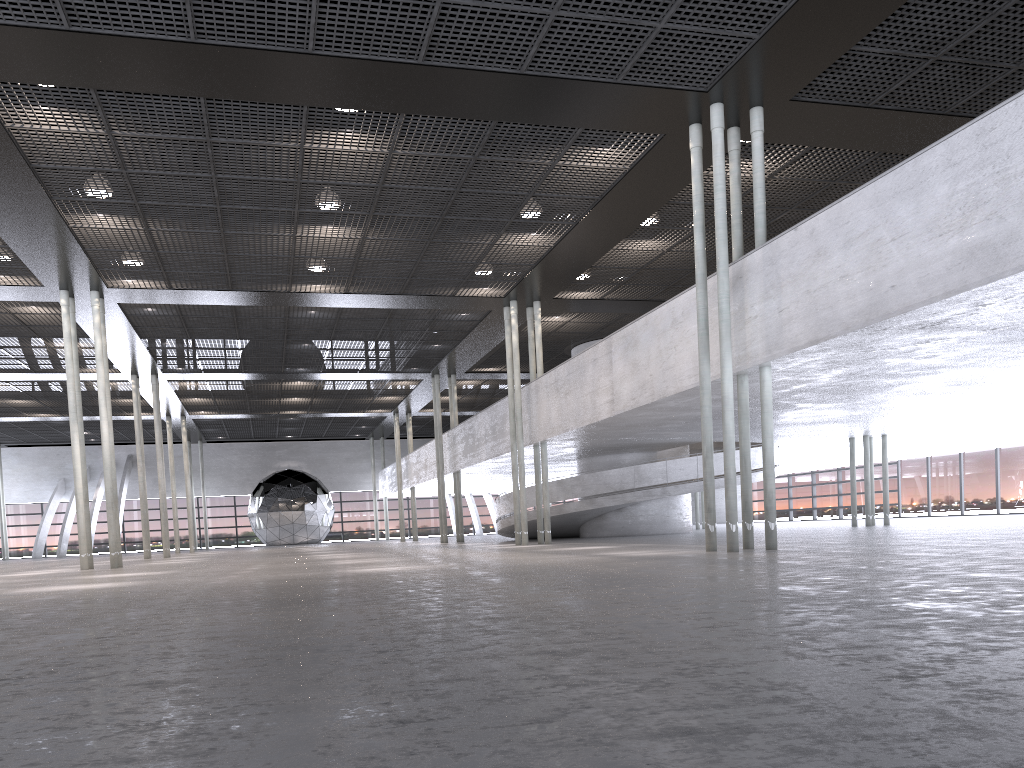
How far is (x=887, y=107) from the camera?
12.9m

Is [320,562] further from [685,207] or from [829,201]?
[829,201]
